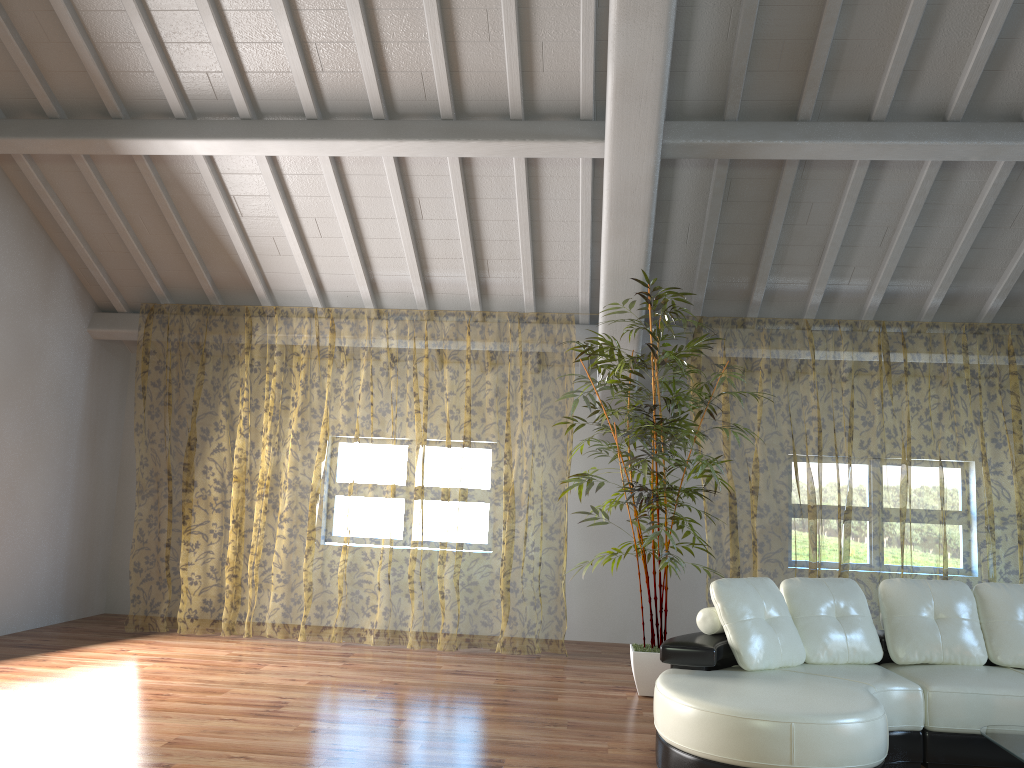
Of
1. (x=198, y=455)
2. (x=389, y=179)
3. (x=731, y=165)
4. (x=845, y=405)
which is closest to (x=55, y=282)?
(x=389, y=179)

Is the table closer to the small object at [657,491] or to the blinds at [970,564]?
the small object at [657,491]

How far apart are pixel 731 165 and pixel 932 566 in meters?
7.6

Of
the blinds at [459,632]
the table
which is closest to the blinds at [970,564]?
the blinds at [459,632]

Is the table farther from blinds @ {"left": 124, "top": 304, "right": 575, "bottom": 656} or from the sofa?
blinds @ {"left": 124, "top": 304, "right": 575, "bottom": 656}

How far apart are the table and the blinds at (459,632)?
4.1 meters

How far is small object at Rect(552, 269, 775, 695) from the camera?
5.2m

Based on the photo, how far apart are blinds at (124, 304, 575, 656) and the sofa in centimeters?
295cm

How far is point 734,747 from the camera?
3.3m

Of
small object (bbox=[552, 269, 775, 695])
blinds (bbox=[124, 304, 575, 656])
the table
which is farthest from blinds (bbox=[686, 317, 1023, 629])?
the table
